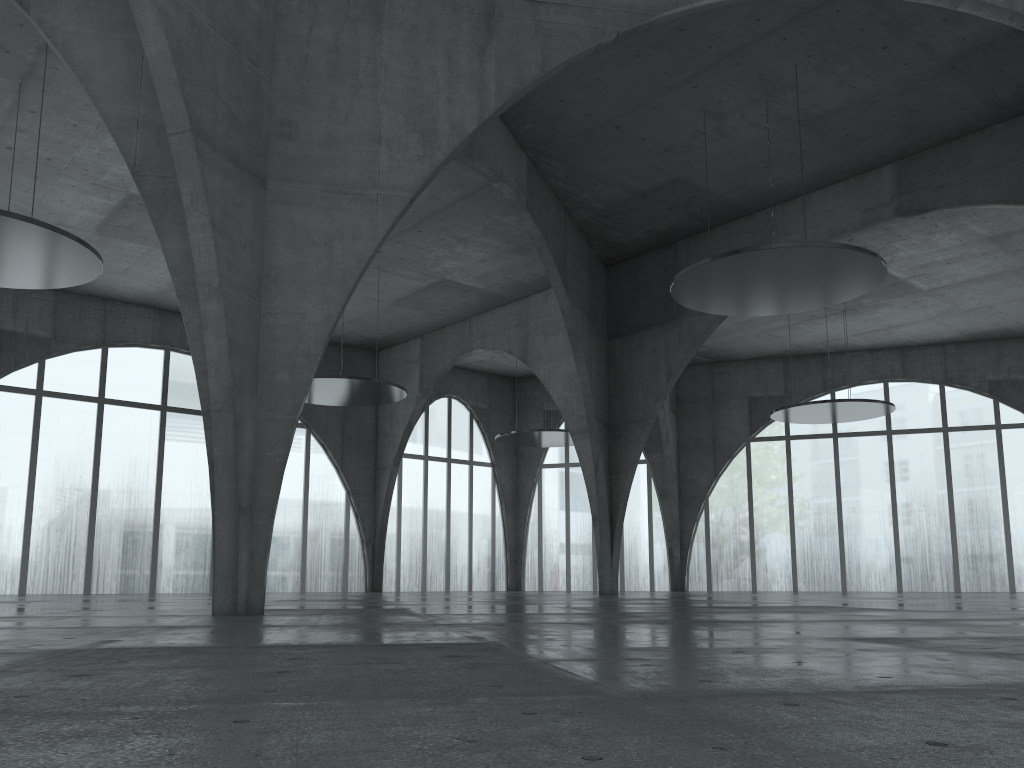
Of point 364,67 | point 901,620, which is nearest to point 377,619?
point 901,620

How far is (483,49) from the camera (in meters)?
28.71
